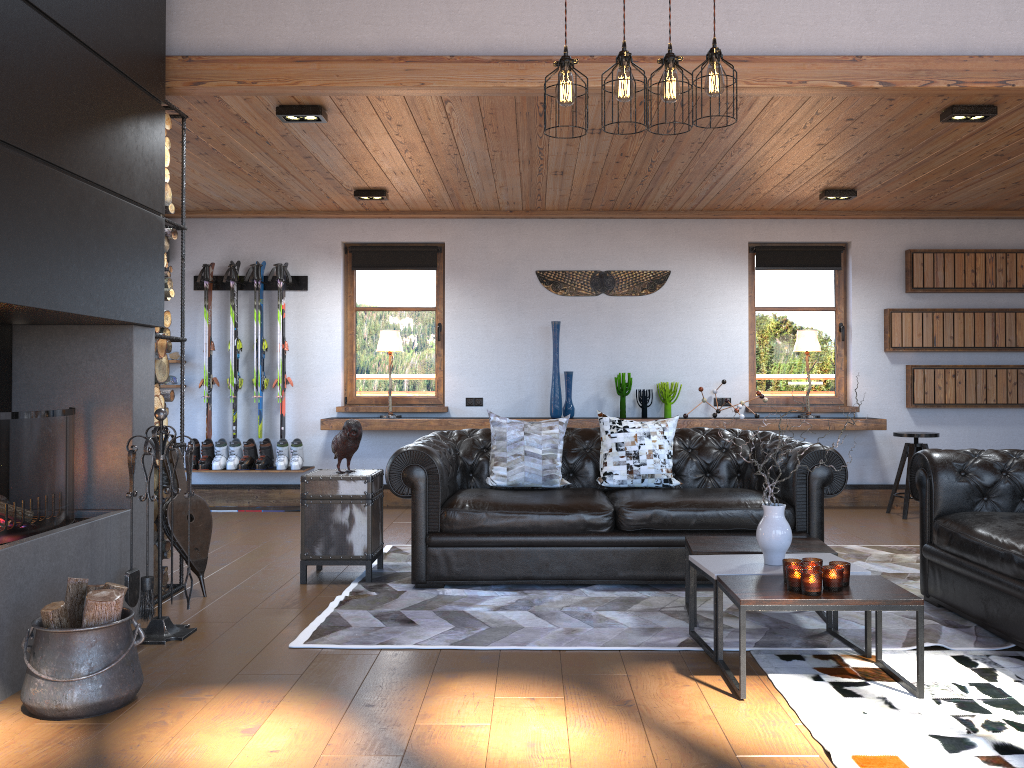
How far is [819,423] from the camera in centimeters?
768cm

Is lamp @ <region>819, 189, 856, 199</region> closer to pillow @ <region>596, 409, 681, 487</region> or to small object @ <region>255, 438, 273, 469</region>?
pillow @ <region>596, 409, 681, 487</region>

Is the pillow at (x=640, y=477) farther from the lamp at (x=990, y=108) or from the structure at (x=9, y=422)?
the structure at (x=9, y=422)

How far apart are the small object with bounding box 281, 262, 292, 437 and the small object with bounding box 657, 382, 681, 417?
3.4m

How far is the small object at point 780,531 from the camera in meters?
3.7 m

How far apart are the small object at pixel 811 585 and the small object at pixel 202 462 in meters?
5.8 m

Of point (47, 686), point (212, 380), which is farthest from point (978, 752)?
point (212, 380)

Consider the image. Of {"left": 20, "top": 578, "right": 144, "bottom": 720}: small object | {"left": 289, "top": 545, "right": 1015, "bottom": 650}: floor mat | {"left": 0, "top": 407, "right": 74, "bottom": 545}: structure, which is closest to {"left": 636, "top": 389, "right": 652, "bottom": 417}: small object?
{"left": 289, "top": 545, "right": 1015, "bottom": 650}: floor mat

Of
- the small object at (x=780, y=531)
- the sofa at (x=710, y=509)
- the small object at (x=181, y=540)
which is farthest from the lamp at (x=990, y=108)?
the small object at (x=181, y=540)

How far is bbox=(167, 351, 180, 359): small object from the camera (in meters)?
8.06
